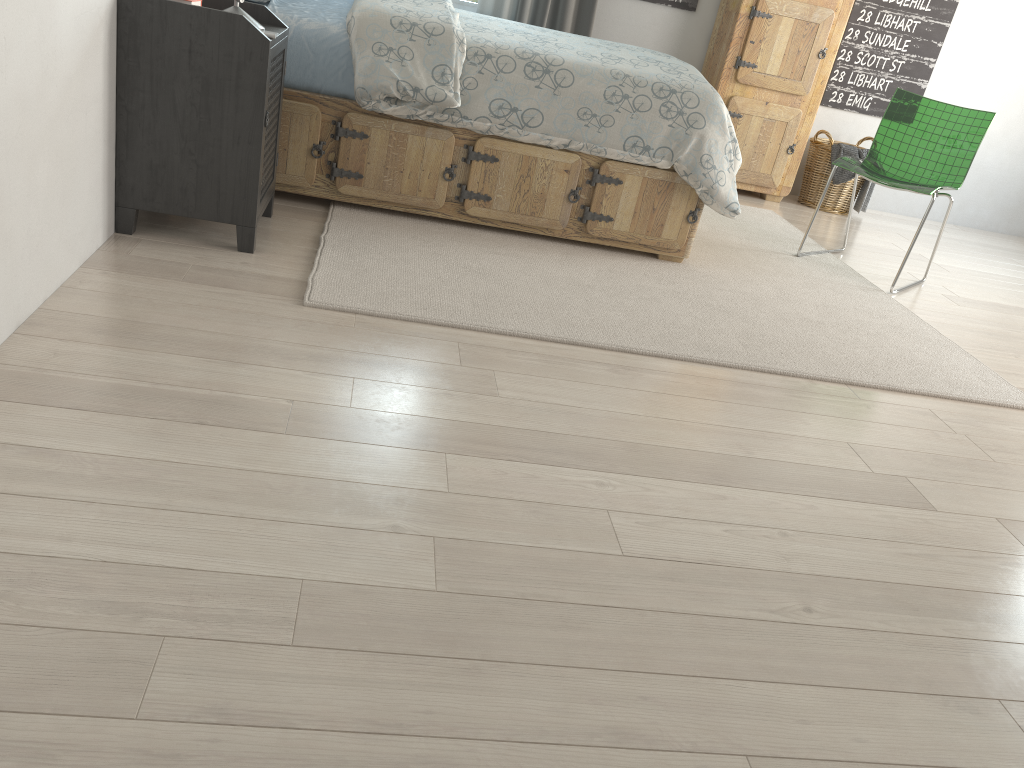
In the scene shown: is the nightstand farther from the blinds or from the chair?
the chair

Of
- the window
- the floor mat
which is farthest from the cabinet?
the window

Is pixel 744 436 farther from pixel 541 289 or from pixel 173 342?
pixel 173 342

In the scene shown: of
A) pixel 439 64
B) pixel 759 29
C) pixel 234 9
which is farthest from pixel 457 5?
pixel 234 9

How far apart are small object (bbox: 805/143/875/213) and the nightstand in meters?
3.3

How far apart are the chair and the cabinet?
0.9 meters

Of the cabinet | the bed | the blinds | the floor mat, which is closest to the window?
the blinds

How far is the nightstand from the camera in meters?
2.3

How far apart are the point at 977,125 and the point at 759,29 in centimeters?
135cm

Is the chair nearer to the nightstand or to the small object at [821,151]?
the small object at [821,151]
